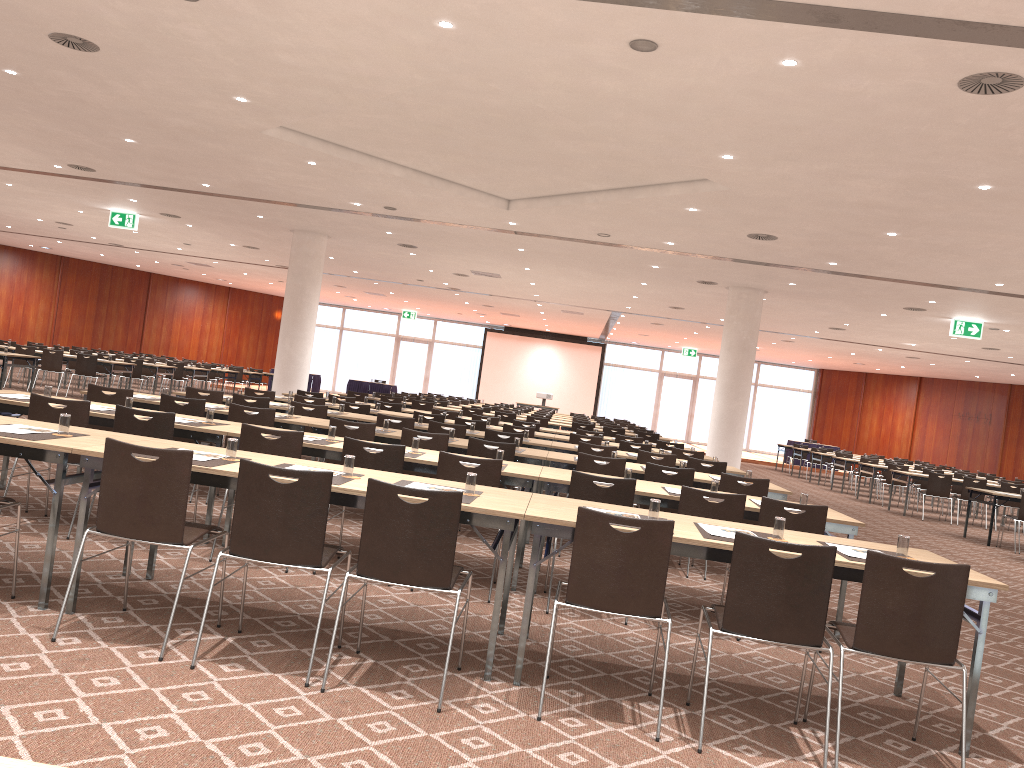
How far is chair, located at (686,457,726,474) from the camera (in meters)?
9.80

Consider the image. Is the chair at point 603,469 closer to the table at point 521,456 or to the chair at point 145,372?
the table at point 521,456

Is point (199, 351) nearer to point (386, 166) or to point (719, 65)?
point (386, 166)

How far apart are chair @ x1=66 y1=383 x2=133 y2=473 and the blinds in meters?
30.0 m

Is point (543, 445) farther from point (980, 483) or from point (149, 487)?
point (980, 483)

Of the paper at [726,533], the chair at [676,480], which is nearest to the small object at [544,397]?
the chair at [676,480]

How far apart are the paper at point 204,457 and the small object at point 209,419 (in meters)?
2.11

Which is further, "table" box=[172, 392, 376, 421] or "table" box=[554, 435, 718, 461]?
"table" box=[554, 435, 718, 461]

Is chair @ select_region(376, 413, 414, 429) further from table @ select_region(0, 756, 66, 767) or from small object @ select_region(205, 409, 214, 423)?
table @ select_region(0, 756, 66, 767)

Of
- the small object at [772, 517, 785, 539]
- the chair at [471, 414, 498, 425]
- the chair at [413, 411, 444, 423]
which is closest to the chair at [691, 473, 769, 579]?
the small object at [772, 517, 785, 539]
